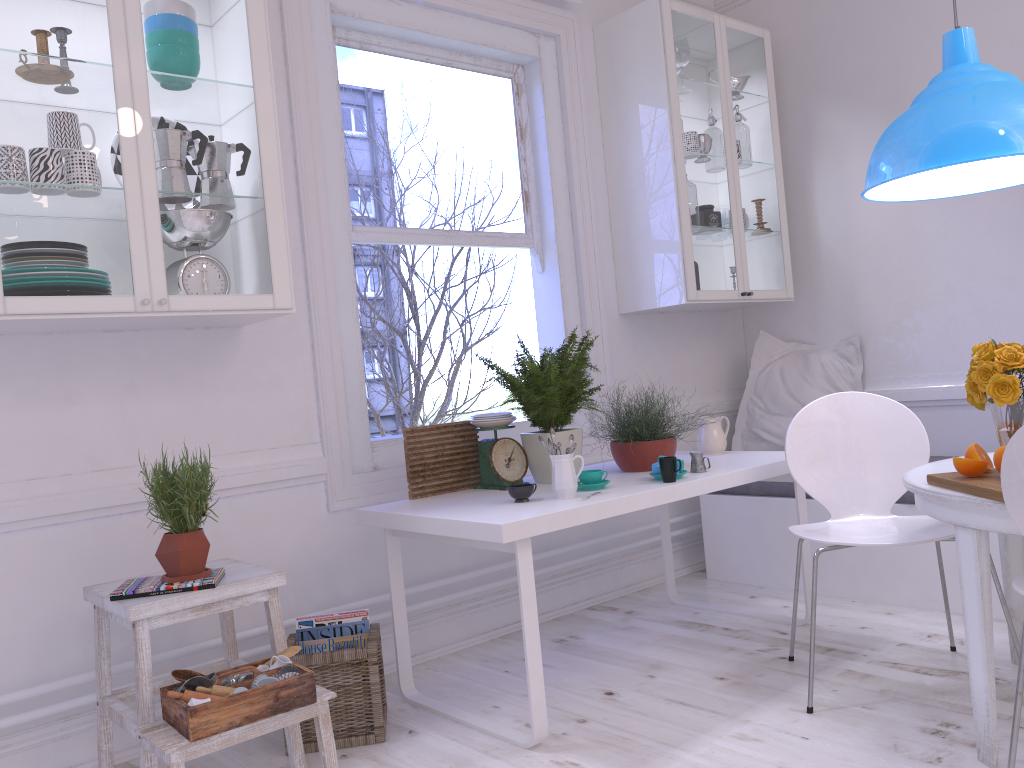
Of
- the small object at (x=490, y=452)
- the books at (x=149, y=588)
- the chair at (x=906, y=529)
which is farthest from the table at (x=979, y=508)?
the books at (x=149, y=588)

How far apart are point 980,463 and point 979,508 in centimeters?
13cm

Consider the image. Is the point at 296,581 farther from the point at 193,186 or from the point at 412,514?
the point at 193,186

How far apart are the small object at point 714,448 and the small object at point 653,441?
0.2 meters

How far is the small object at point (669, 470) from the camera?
2.7m

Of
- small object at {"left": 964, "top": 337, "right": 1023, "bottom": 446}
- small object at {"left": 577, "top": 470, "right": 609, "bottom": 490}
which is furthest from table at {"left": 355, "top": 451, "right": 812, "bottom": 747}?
small object at {"left": 964, "top": 337, "right": 1023, "bottom": 446}

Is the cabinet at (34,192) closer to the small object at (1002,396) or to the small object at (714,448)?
the small object at (714,448)

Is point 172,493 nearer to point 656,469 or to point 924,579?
point 656,469

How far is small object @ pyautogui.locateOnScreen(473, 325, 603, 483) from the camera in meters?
2.9 m

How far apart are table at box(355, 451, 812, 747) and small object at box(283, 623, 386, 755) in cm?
9
